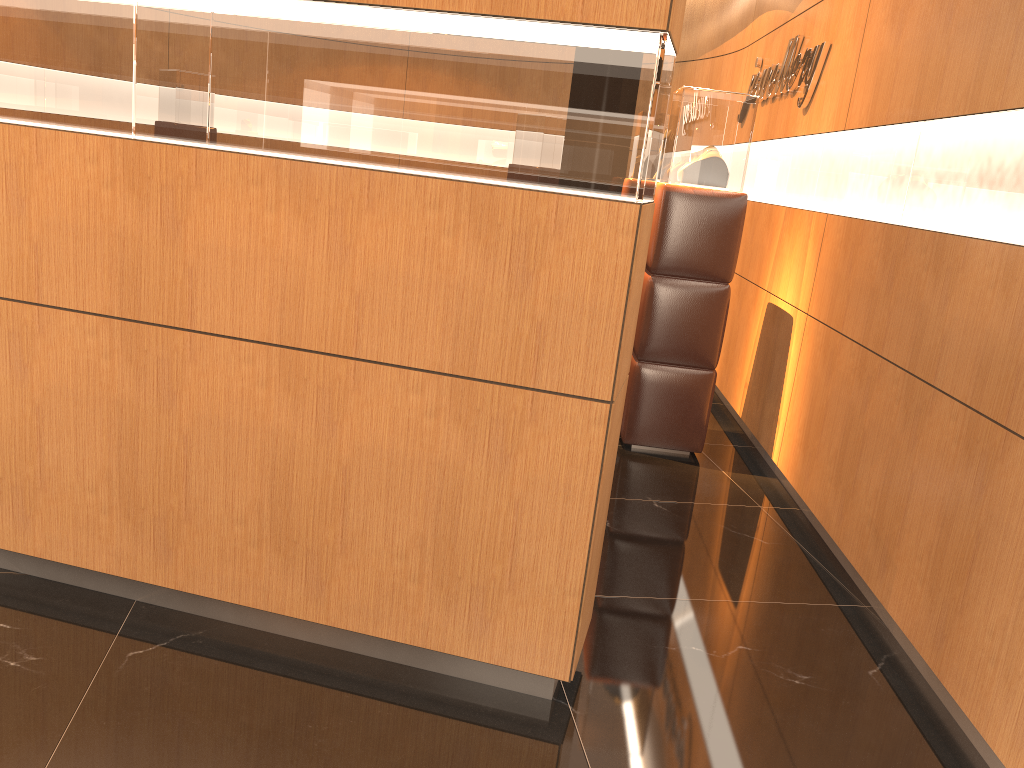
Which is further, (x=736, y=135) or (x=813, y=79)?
(x=813, y=79)

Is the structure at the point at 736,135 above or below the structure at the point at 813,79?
below

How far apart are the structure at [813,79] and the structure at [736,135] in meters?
0.5 m

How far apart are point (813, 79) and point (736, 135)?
0.6 meters

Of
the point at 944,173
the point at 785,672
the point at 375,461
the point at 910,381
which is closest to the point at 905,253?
the point at 944,173

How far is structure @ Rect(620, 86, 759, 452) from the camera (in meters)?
4.67

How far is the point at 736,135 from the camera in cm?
467

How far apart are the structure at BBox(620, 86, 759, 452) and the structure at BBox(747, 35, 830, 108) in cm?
50

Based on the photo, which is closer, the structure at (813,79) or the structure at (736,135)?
the structure at (736,135)

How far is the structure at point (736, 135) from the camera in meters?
4.7
